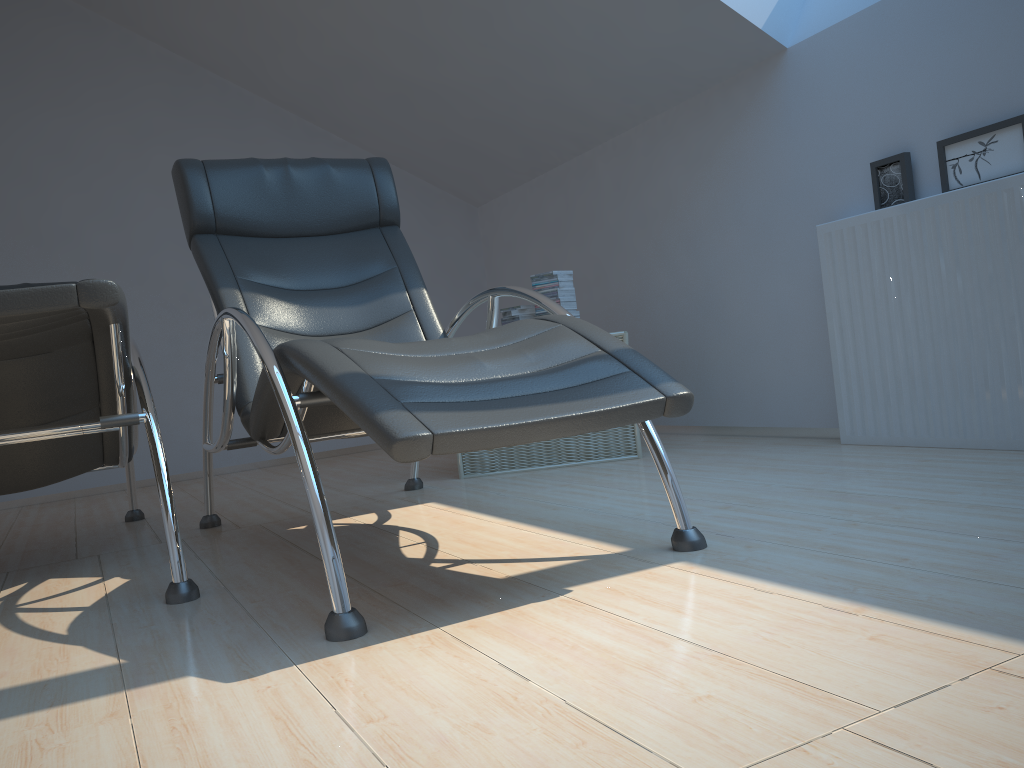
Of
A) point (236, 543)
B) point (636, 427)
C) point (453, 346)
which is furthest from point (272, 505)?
point (453, 346)

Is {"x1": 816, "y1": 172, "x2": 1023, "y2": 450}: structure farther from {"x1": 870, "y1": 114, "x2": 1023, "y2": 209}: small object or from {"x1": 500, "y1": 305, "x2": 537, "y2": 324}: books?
{"x1": 500, "y1": 305, "x2": 537, "y2": 324}: books

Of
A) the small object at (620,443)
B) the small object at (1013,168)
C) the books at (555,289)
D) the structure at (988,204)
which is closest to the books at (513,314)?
the books at (555,289)

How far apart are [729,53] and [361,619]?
2.85m

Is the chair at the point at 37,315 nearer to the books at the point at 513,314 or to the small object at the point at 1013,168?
the books at the point at 513,314

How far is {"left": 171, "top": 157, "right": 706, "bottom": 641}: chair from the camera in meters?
1.6

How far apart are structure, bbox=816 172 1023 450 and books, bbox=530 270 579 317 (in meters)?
1.04

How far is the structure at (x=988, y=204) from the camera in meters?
2.6

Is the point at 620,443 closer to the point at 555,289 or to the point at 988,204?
the point at 555,289

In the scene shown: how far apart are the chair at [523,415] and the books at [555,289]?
0.8 meters
